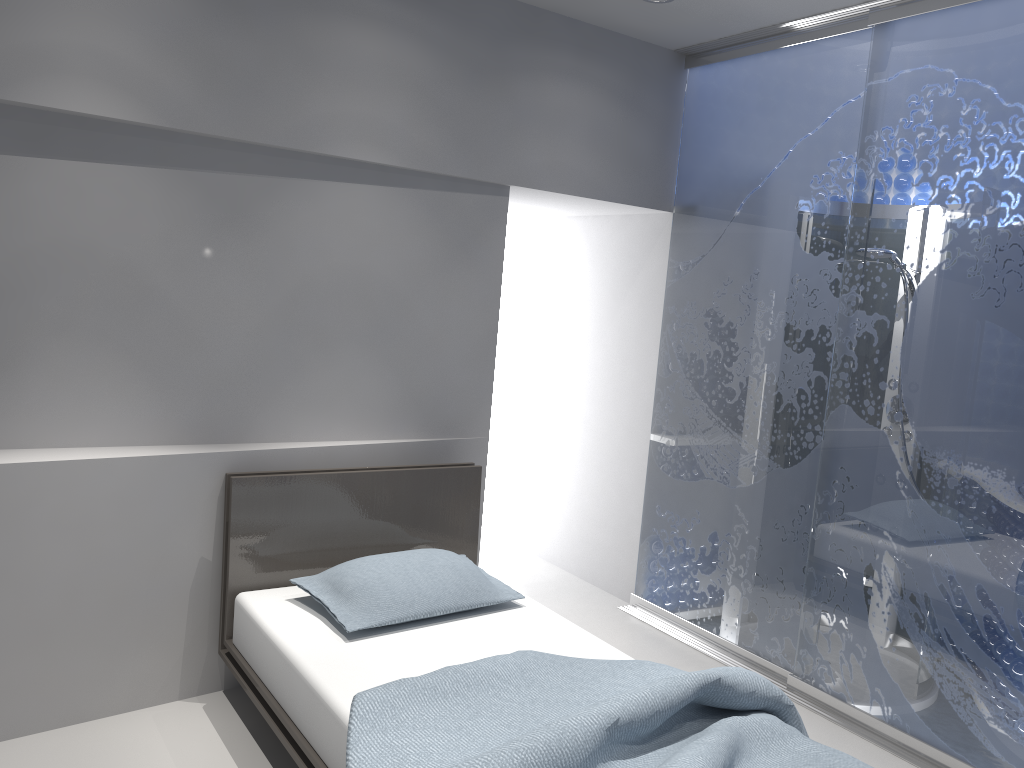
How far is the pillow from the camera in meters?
2.9 m

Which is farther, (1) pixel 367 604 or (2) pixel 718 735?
(1) pixel 367 604

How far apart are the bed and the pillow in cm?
4

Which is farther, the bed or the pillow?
the pillow

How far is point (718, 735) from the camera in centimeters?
212cm

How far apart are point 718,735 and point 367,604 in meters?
1.2 m

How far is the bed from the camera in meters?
2.1

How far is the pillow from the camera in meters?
2.9 m

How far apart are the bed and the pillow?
0.04m

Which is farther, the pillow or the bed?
the pillow
